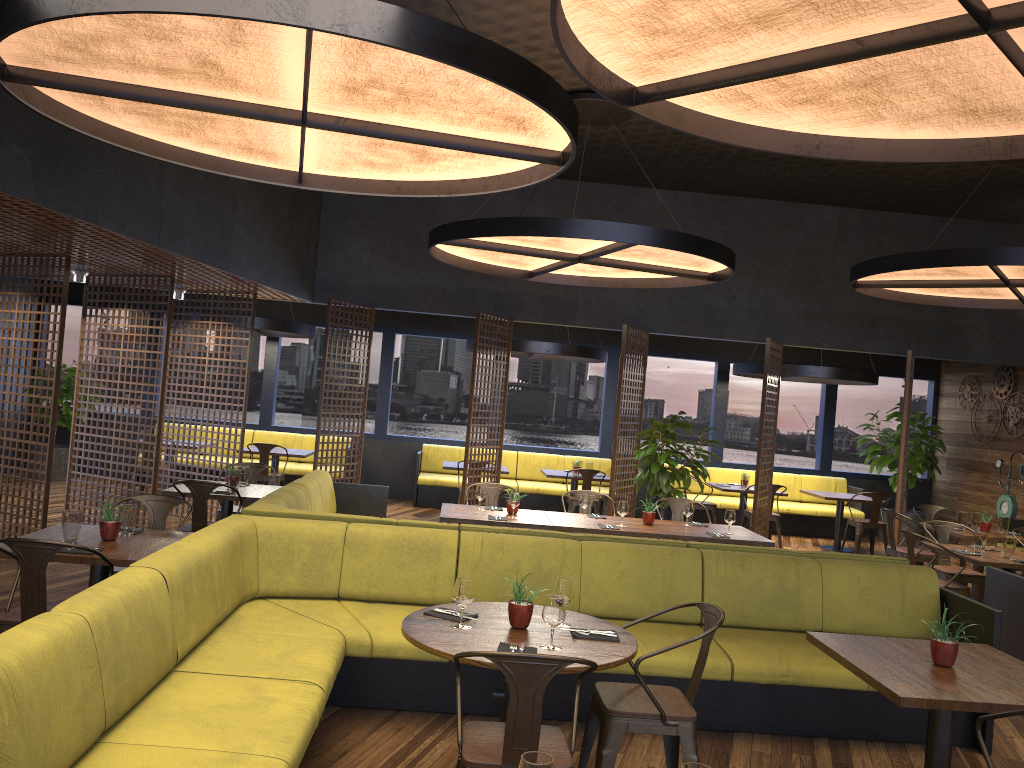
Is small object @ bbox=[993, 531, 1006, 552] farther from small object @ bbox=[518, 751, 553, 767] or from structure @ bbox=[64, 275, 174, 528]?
structure @ bbox=[64, 275, 174, 528]

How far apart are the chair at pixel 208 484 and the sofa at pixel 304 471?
5.9 meters

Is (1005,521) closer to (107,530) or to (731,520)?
(731,520)

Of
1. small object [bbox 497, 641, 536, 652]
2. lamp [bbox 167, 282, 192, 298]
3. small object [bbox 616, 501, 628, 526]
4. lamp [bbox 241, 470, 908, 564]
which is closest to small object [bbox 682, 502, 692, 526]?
small object [bbox 616, 501, 628, 526]

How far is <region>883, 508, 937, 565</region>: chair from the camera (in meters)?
9.08

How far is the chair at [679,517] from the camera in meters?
8.6

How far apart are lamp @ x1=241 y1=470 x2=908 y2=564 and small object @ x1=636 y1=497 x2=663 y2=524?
1.8 meters

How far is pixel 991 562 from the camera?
7.1 meters

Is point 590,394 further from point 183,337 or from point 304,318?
point 183,337

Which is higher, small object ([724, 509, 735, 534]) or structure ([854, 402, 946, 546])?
structure ([854, 402, 946, 546])
